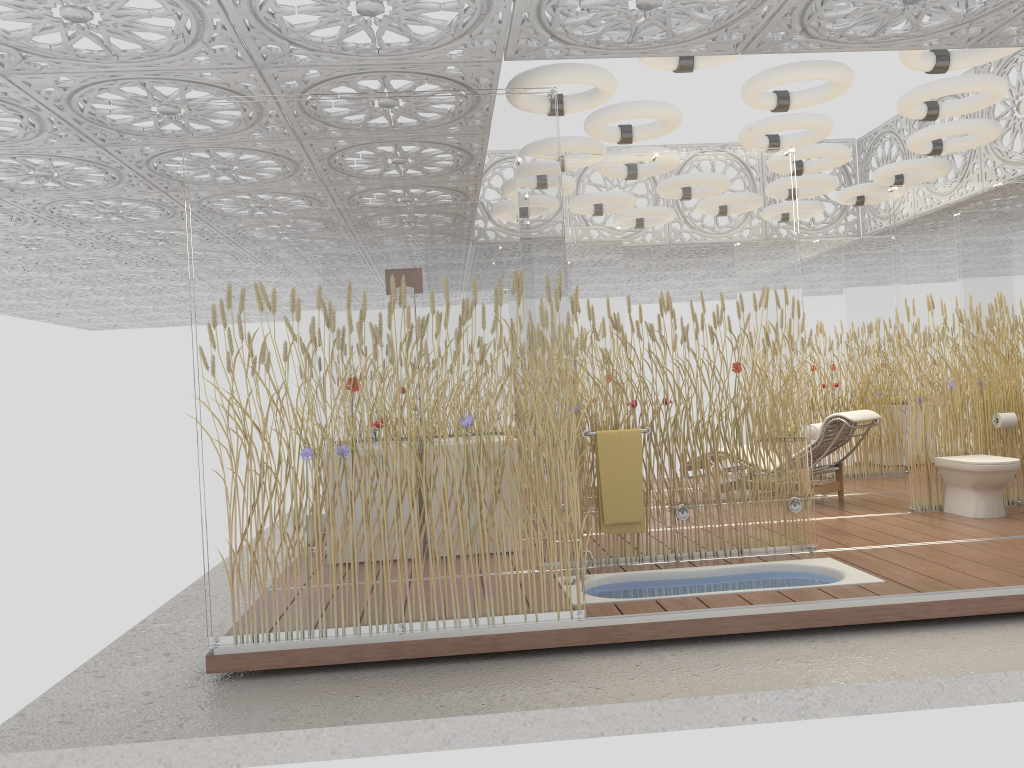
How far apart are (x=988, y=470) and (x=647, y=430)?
2.8 meters

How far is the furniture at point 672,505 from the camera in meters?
5.4

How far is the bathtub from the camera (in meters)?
4.97

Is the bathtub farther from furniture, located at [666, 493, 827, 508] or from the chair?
the chair

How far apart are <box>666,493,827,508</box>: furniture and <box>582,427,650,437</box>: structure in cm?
49

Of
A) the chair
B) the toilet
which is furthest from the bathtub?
the chair

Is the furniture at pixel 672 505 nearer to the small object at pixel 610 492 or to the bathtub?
the small object at pixel 610 492

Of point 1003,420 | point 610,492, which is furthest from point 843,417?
point 610,492

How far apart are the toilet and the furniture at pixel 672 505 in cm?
190

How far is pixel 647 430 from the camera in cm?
553
